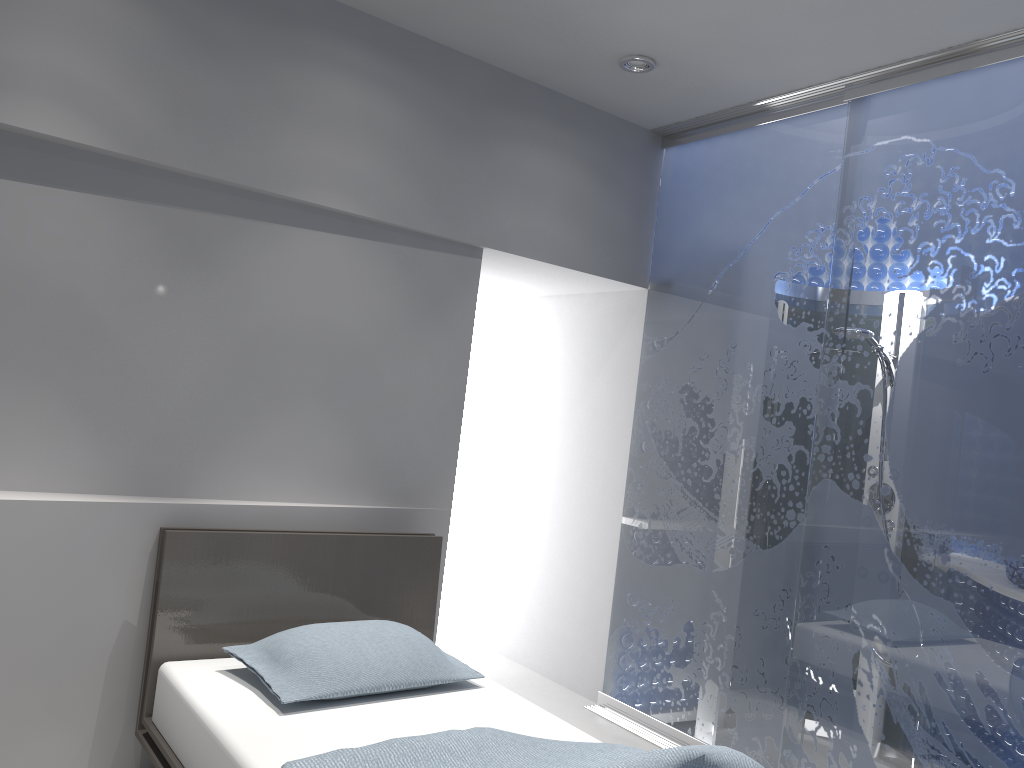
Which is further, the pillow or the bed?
the pillow

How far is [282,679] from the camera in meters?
2.6

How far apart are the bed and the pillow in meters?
0.0

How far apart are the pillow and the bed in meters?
0.0 m

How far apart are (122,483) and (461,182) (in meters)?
1.72

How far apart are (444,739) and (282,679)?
0.61m

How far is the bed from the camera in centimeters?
219cm

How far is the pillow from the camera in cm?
255
